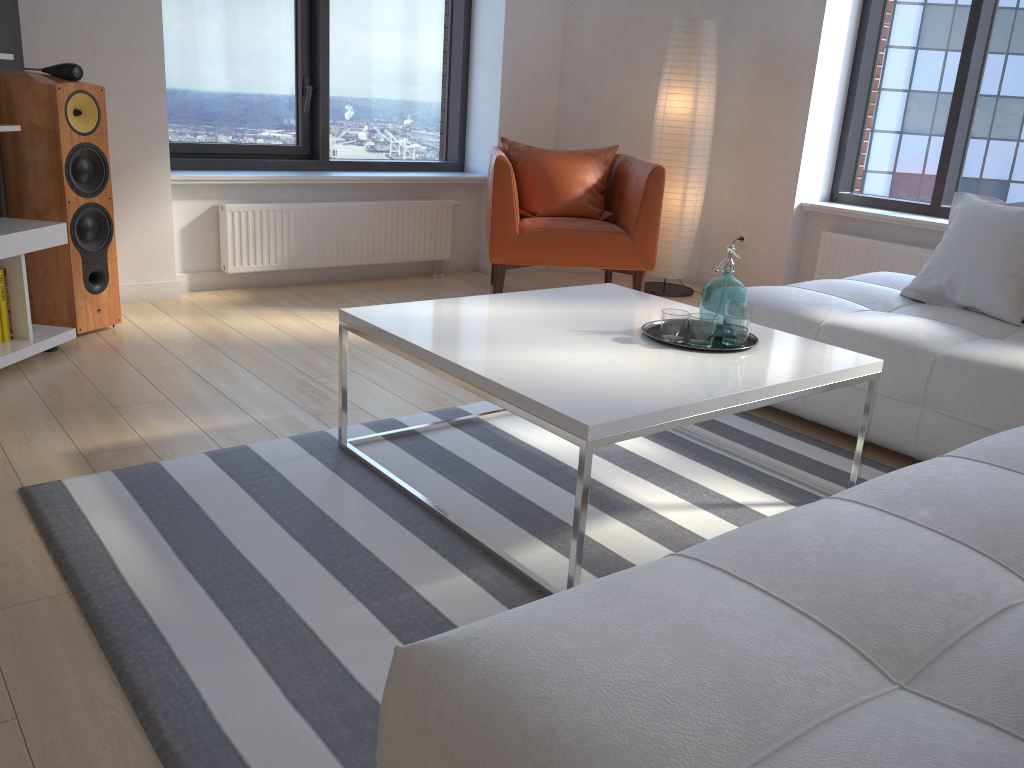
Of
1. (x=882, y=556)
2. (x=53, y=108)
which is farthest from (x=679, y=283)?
(x=882, y=556)

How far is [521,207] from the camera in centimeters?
482cm

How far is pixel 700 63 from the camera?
4.9m

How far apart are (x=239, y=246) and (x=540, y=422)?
3.2m

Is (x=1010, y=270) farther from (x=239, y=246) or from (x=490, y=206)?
(x=239, y=246)

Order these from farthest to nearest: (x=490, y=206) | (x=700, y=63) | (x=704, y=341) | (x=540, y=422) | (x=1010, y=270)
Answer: (x=700, y=63) < (x=490, y=206) < (x=1010, y=270) < (x=704, y=341) < (x=540, y=422)

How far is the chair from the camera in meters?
4.5 m

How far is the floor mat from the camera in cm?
158

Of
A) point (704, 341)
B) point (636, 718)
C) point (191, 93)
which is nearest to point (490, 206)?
point (191, 93)

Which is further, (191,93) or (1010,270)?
(191,93)
